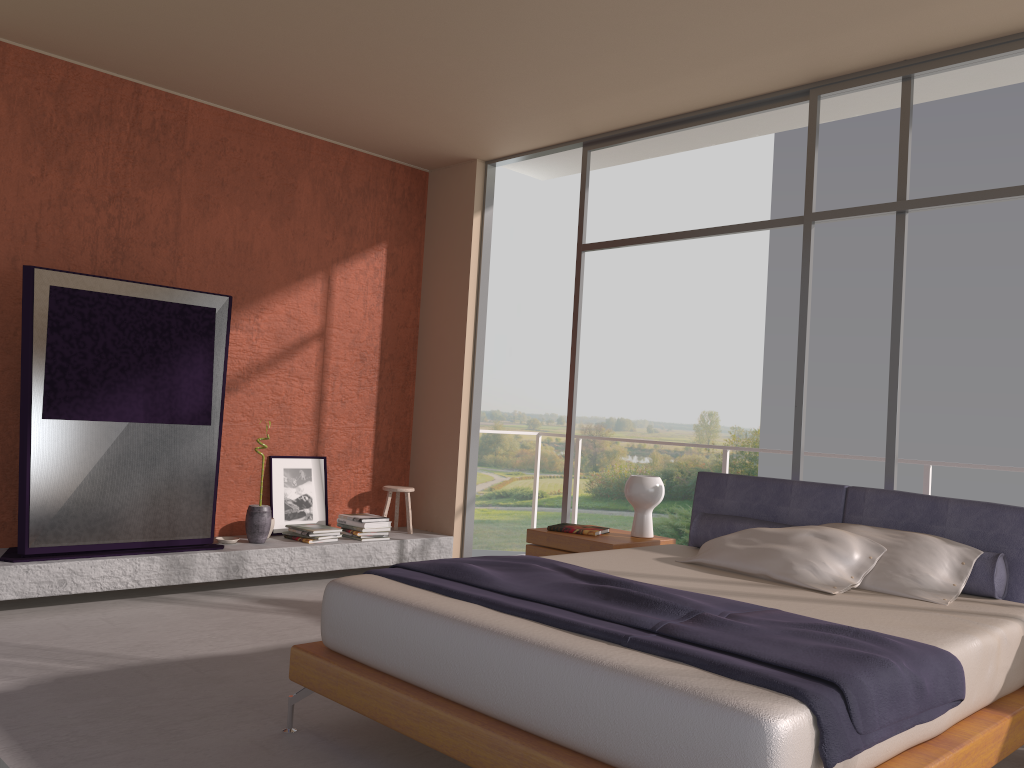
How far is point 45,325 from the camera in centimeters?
483cm

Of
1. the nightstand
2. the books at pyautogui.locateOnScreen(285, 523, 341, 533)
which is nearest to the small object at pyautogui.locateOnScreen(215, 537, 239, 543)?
Answer: the books at pyautogui.locateOnScreen(285, 523, 341, 533)

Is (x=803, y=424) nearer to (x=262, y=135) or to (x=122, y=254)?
(x=262, y=135)

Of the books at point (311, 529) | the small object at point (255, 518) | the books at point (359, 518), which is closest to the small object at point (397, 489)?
the books at point (359, 518)

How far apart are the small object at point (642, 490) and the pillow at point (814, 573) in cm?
80

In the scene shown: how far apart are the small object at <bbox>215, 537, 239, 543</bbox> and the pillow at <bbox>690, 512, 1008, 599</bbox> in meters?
2.9 m

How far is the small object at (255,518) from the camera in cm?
574

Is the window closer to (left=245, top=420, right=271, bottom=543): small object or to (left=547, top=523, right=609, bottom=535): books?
(left=547, top=523, right=609, bottom=535): books

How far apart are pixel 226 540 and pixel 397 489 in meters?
1.4

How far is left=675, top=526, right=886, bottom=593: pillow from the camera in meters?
3.6 m
